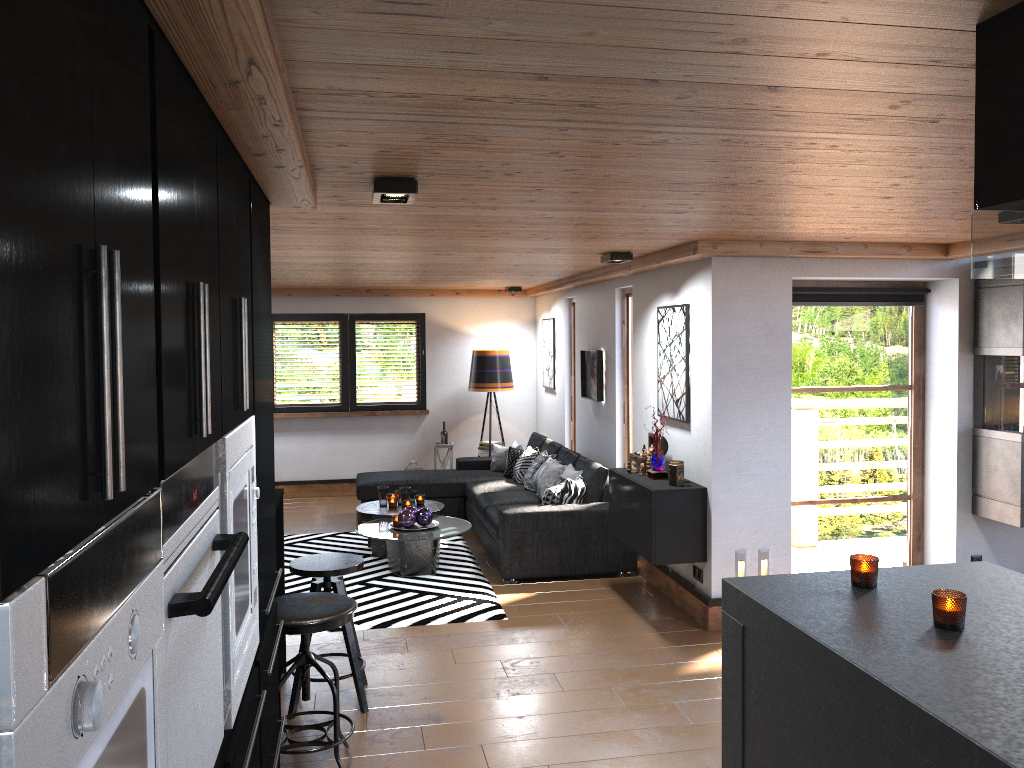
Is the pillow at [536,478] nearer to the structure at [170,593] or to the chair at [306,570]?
the chair at [306,570]

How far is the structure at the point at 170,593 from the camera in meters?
1.5

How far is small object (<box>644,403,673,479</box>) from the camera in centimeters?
585cm

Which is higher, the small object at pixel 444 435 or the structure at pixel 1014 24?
the structure at pixel 1014 24

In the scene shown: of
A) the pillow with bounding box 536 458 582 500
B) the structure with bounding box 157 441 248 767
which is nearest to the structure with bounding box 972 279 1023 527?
the pillow with bounding box 536 458 582 500

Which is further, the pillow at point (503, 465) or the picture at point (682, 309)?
the pillow at point (503, 465)

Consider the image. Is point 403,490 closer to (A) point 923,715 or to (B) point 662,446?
(B) point 662,446

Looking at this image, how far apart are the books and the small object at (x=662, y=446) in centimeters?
396cm

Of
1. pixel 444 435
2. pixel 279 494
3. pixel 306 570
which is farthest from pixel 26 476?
pixel 444 435

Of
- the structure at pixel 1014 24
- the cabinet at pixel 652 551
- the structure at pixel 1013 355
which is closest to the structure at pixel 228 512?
the structure at pixel 1014 24
